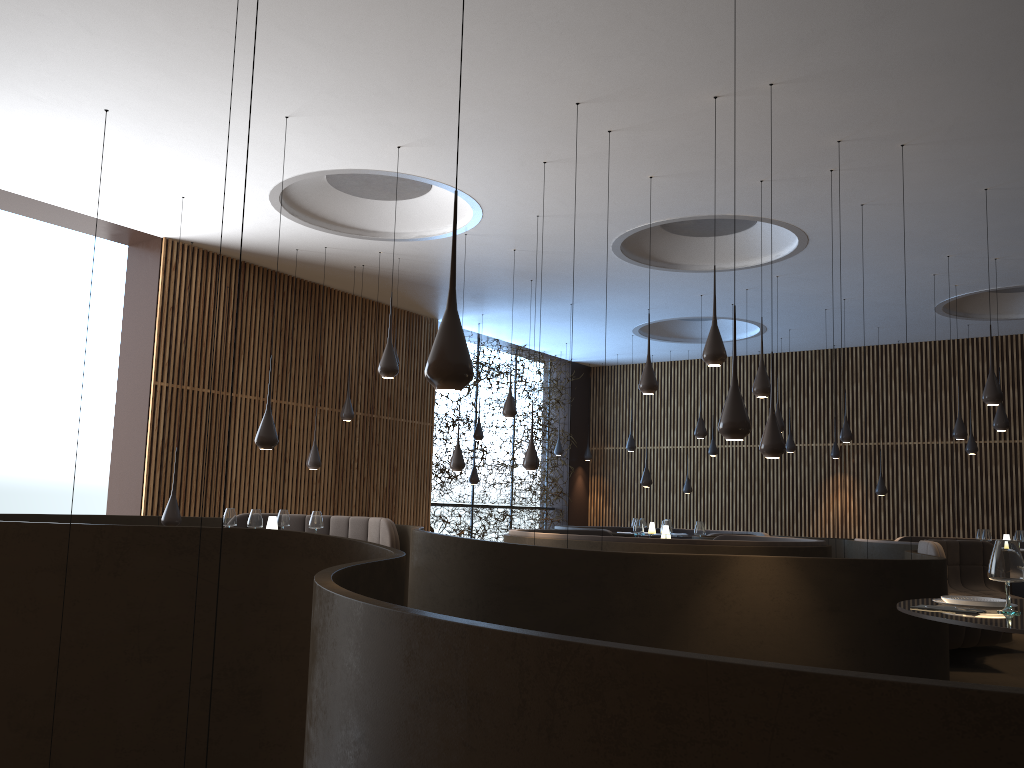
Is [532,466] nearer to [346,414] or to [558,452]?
[346,414]

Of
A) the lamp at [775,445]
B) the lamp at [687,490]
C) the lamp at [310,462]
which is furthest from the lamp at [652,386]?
the lamp at [687,490]

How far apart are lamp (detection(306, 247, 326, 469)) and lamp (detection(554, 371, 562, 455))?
7.99m

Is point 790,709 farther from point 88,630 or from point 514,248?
point 514,248

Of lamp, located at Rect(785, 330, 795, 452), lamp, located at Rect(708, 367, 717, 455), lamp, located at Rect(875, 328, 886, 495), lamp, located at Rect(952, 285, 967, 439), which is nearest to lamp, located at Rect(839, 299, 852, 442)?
lamp, located at Rect(952, 285, 967, 439)

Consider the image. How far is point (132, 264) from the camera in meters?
12.0 m

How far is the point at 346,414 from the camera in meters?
12.4

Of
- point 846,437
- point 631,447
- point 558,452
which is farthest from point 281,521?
point 558,452

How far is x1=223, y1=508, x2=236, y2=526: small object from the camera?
8.5 meters

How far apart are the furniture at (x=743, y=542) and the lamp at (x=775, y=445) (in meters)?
2.81
